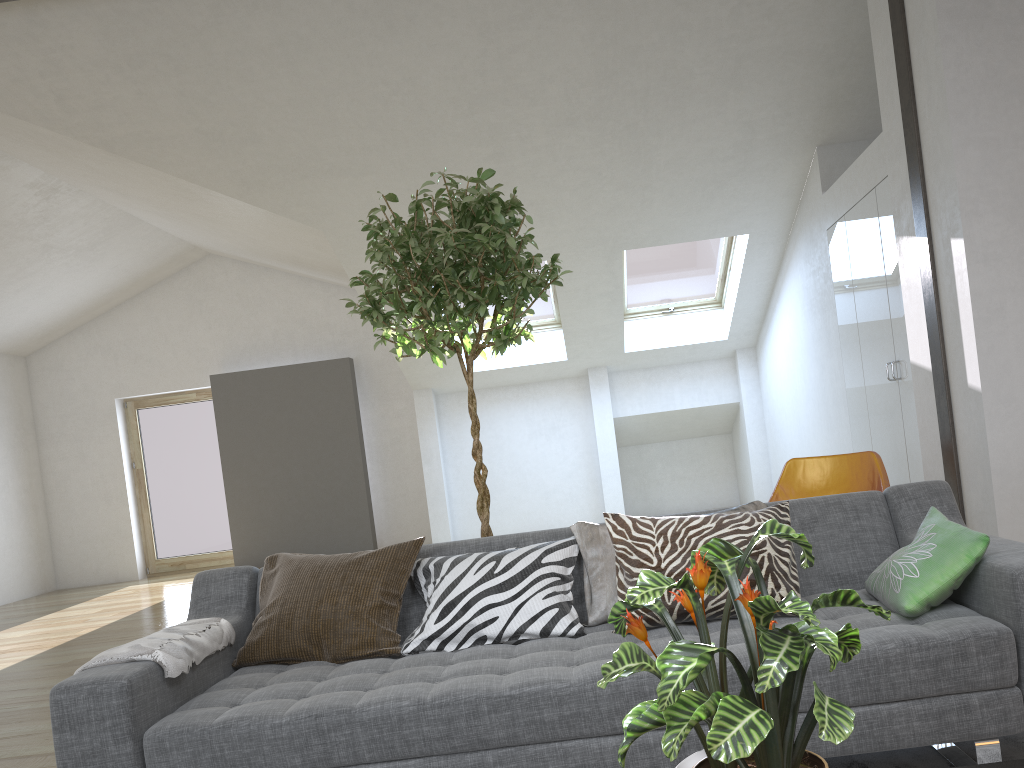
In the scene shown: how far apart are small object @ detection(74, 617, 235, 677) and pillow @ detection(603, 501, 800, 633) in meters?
1.2

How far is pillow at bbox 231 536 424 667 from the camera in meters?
2.6

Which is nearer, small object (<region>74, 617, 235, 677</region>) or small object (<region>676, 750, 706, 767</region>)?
small object (<region>676, 750, 706, 767</region>)

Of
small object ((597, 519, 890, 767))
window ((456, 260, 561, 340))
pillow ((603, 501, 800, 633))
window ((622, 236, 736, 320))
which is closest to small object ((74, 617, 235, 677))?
pillow ((603, 501, 800, 633))

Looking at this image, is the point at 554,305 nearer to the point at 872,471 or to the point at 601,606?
the point at 872,471

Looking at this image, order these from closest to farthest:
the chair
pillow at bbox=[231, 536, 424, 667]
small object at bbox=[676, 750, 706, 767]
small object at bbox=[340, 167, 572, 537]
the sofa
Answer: small object at bbox=[676, 750, 706, 767]
the sofa
pillow at bbox=[231, 536, 424, 667]
small object at bbox=[340, 167, 572, 537]
the chair

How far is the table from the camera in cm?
150

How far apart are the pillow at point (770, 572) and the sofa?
0.02m

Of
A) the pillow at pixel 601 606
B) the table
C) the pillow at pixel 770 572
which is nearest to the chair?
the pillow at pixel 601 606

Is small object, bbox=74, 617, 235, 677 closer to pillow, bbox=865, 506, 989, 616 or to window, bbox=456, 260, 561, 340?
pillow, bbox=865, 506, 989, 616
